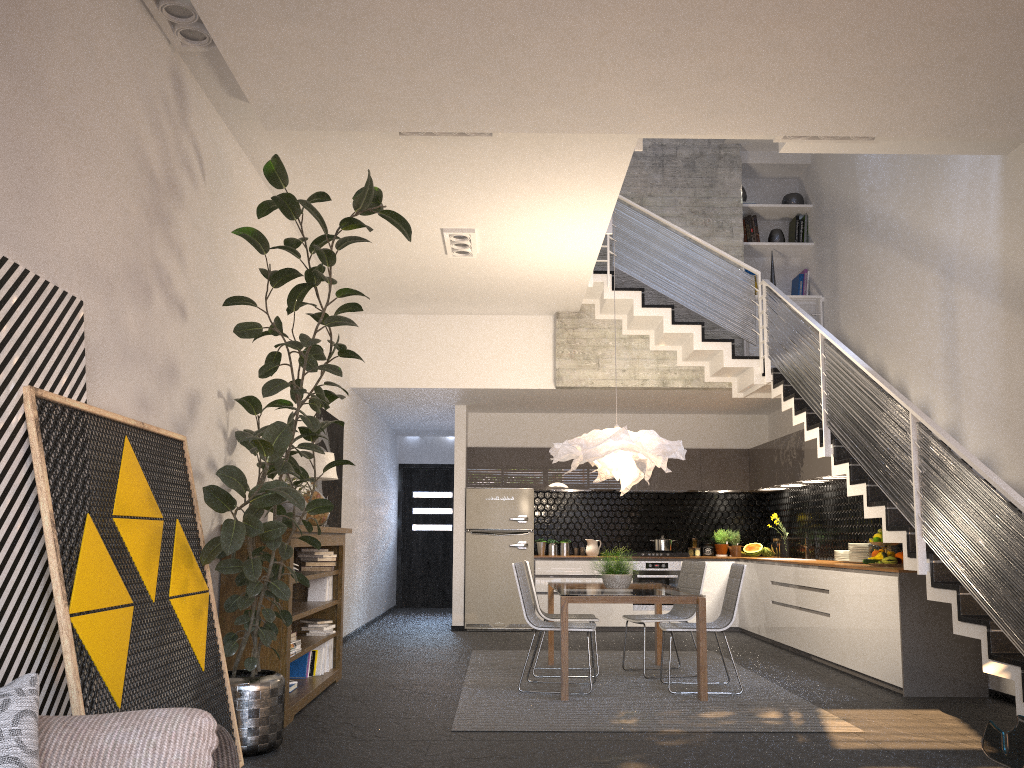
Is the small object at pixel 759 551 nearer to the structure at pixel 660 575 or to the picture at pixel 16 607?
the structure at pixel 660 575

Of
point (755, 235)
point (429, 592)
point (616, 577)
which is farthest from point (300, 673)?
point (429, 592)

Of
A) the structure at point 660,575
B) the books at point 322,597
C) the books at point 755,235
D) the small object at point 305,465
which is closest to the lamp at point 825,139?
the small object at point 305,465

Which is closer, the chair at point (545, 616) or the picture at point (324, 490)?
the chair at point (545, 616)

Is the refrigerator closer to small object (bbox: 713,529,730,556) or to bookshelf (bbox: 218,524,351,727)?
small object (bbox: 713,529,730,556)

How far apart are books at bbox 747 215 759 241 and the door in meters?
6.3

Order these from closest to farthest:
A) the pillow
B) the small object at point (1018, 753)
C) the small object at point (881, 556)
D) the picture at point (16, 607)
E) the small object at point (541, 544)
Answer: the small object at point (1018, 753), the pillow, the picture at point (16, 607), the small object at point (881, 556), the small object at point (541, 544)

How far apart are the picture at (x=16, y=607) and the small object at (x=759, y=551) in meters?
→ 9.0 m

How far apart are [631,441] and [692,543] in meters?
4.9 m

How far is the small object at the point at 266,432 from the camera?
4.0m
